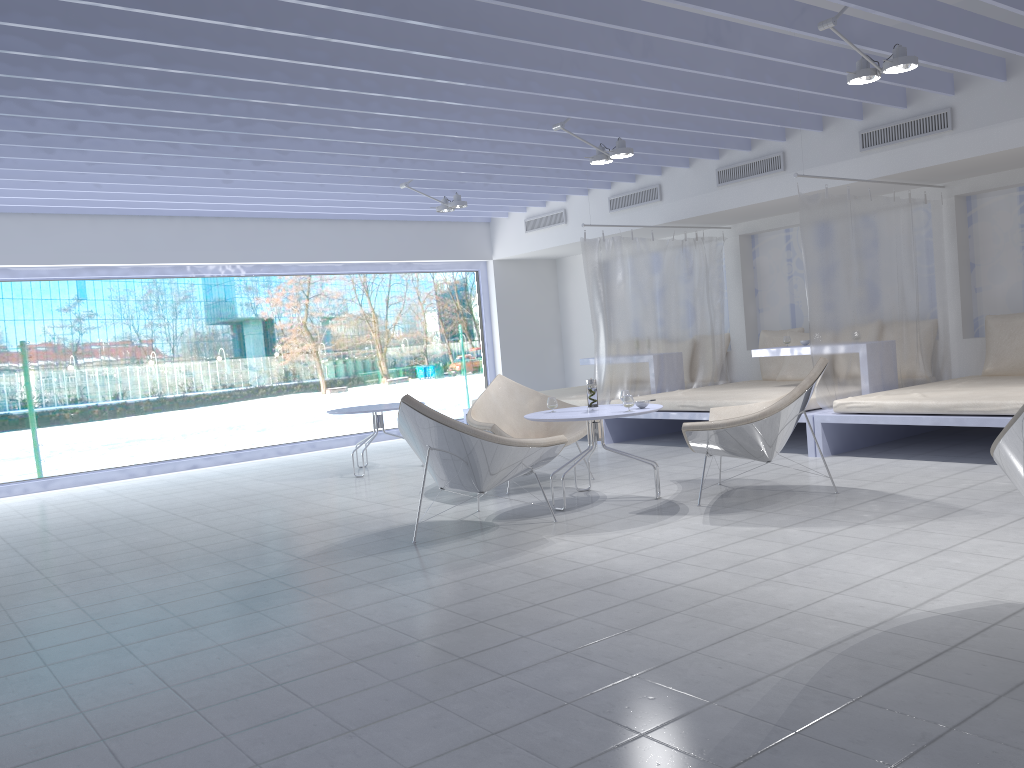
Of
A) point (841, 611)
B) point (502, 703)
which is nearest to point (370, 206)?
point (841, 611)

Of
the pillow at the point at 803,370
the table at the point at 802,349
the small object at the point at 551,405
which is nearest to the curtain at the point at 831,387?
the table at the point at 802,349

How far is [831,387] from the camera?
6.3 meters

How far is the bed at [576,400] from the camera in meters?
8.3 m

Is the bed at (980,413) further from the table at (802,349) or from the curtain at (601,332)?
the curtain at (601,332)

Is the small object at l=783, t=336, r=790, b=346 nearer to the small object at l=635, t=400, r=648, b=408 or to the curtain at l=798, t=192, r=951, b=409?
the curtain at l=798, t=192, r=951, b=409

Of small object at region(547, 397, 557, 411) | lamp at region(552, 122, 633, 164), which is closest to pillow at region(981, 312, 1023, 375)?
lamp at region(552, 122, 633, 164)

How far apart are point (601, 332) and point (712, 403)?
1.5 meters

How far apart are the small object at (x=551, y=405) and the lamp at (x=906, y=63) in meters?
2.4 m

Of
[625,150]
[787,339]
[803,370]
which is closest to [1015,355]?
[787,339]
